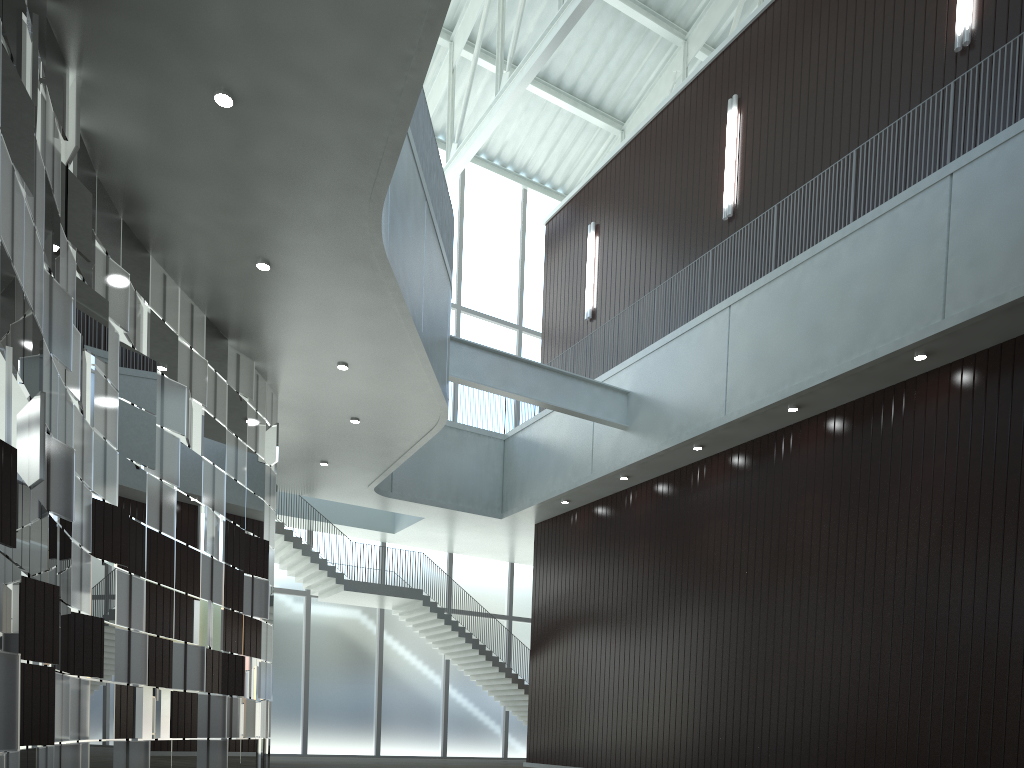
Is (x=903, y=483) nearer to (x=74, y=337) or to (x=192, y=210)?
(x=192, y=210)
